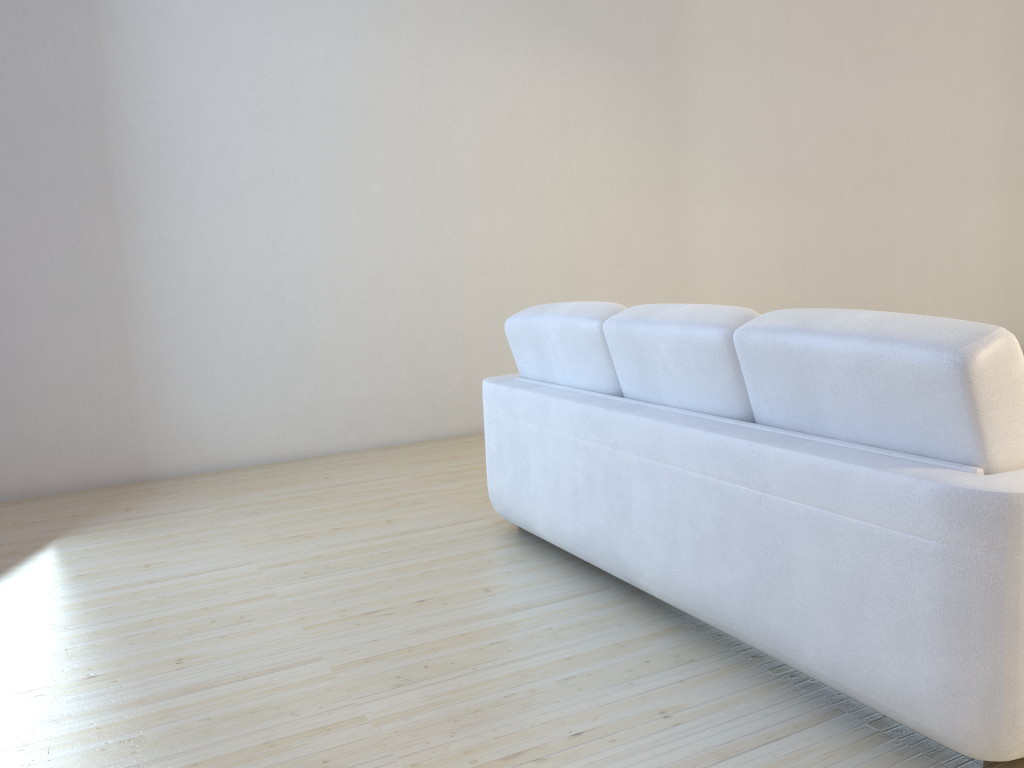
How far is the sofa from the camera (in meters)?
1.59

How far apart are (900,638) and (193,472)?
3.7m

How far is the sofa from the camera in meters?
1.6
